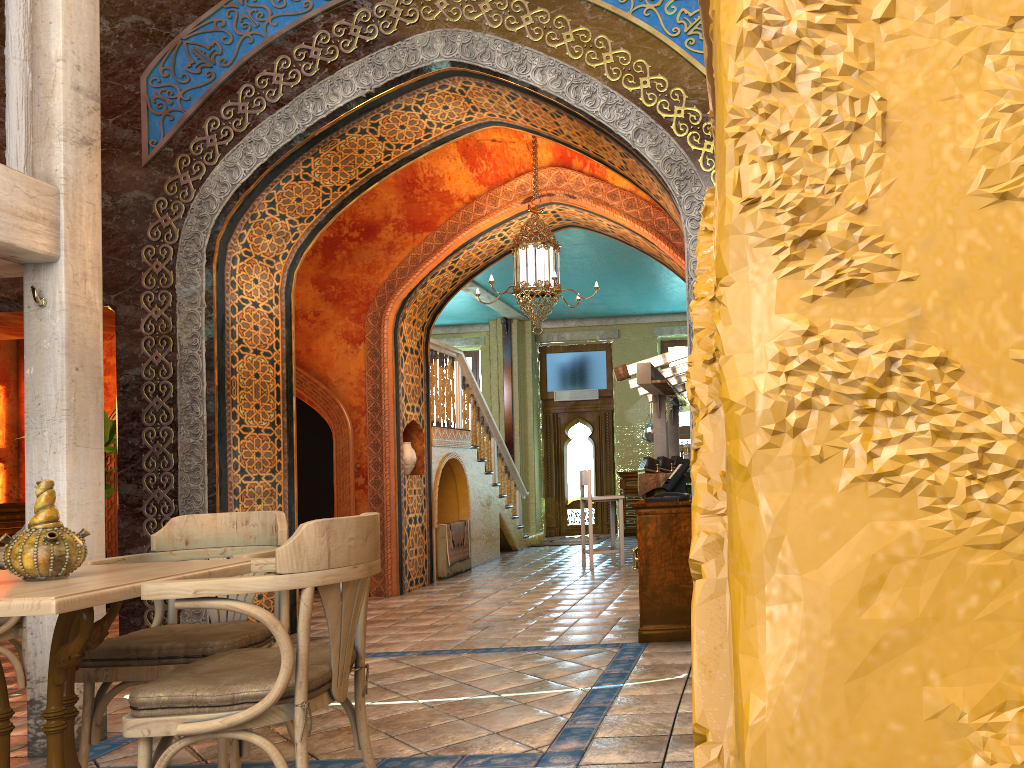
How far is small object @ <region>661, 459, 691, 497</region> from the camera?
6.6 meters

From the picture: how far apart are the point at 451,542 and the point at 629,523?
→ 5.85m

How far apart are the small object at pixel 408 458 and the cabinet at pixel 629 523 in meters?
6.9

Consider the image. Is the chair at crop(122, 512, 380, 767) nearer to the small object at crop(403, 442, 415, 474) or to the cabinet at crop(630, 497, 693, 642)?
the cabinet at crop(630, 497, 693, 642)

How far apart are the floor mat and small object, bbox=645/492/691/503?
9.33m

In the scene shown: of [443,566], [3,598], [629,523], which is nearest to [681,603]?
[3,598]

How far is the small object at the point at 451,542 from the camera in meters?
11.5

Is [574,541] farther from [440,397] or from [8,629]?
[8,629]

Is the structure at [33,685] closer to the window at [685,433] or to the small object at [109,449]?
the small object at [109,449]

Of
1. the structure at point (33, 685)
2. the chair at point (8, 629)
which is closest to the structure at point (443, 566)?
the chair at point (8, 629)
